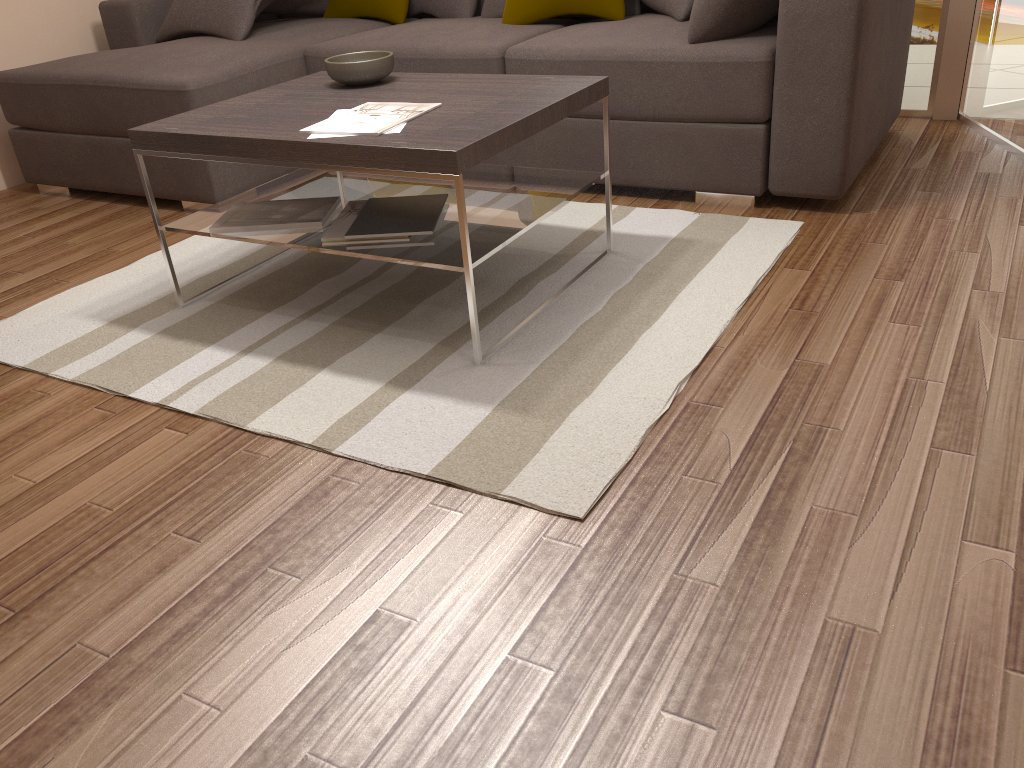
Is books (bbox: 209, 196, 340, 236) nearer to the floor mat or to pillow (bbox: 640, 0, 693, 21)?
the floor mat

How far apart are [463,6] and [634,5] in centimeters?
87cm

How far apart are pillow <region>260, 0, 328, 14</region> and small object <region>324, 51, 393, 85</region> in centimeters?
183cm

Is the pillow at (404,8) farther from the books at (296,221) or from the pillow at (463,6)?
the books at (296,221)

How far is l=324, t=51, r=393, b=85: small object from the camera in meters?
2.7

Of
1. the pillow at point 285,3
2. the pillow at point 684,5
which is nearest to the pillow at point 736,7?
the pillow at point 684,5

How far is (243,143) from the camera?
2.32m

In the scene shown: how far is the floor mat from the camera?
2.0m

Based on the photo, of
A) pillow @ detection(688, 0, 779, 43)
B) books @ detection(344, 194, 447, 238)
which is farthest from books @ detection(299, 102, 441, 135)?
pillow @ detection(688, 0, 779, 43)

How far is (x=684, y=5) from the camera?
3.33m
